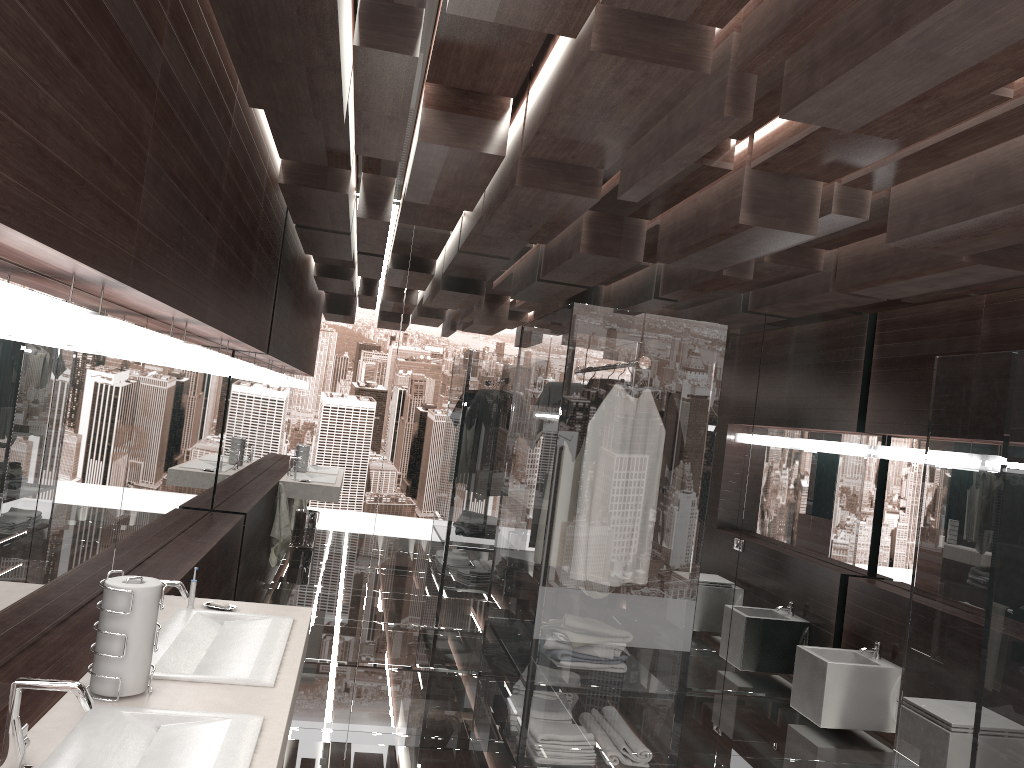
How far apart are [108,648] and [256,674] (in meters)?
0.40

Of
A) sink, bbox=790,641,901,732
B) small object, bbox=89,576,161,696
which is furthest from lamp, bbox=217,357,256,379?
sink, bbox=790,641,901,732

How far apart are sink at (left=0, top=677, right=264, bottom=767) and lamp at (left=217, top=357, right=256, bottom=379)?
2.4m

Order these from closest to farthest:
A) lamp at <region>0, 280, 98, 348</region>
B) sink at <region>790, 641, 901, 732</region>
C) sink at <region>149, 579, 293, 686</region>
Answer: lamp at <region>0, 280, 98, 348</region> < sink at <region>149, 579, 293, 686</region> < sink at <region>790, 641, 901, 732</region>

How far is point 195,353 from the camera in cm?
316

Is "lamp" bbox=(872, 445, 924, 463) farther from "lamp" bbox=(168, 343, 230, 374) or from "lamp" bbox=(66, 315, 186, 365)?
"lamp" bbox=(66, 315, 186, 365)

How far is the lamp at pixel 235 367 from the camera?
4.2m

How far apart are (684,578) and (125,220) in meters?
2.3 m

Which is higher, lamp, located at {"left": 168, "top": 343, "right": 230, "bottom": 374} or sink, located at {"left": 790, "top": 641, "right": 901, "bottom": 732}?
lamp, located at {"left": 168, "top": 343, "right": 230, "bottom": 374}

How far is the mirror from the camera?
2.0m
